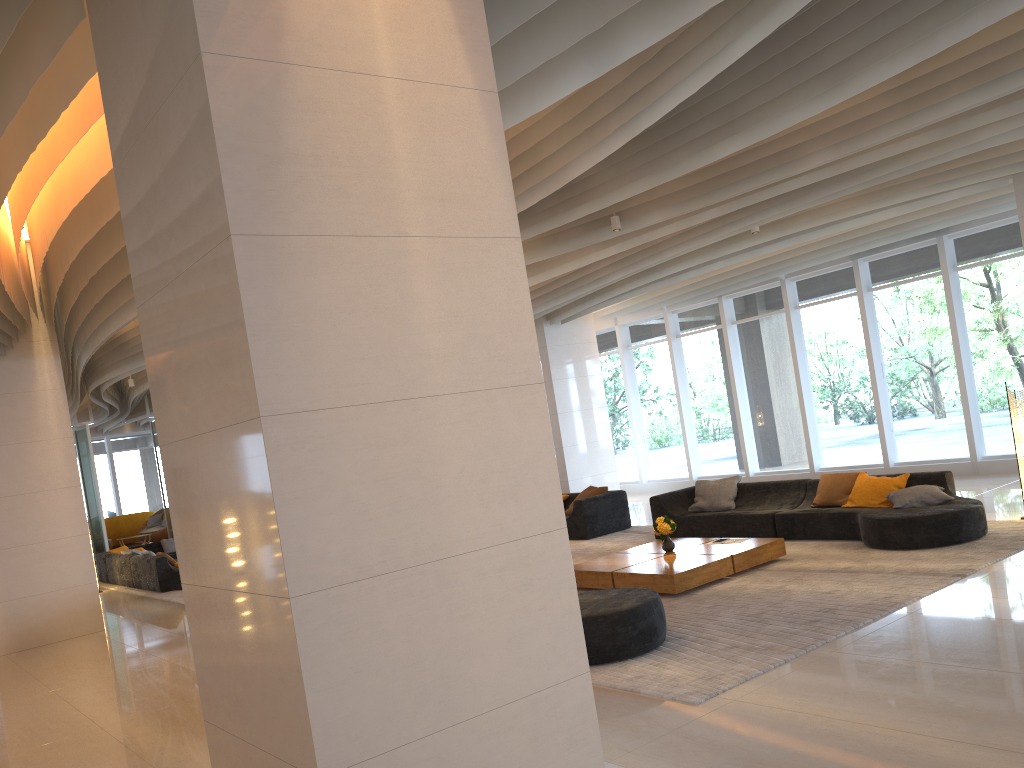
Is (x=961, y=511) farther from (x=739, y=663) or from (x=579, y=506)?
(x=579, y=506)

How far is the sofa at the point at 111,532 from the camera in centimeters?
2436cm

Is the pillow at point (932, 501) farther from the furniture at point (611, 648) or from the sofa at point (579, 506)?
the sofa at point (579, 506)

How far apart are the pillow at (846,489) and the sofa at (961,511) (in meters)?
0.09

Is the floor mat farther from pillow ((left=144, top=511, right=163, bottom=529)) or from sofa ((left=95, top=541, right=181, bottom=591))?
pillow ((left=144, top=511, right=163, bottom=529))

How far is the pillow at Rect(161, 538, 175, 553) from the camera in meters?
18.1

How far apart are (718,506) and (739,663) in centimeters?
550cm

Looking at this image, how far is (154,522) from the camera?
24.3 meters

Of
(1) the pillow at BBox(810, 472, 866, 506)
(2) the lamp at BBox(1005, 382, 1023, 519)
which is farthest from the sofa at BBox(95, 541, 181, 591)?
(2) the lamp at BBox(1005, 382, 1023, 519)

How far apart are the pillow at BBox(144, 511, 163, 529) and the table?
18.89m
